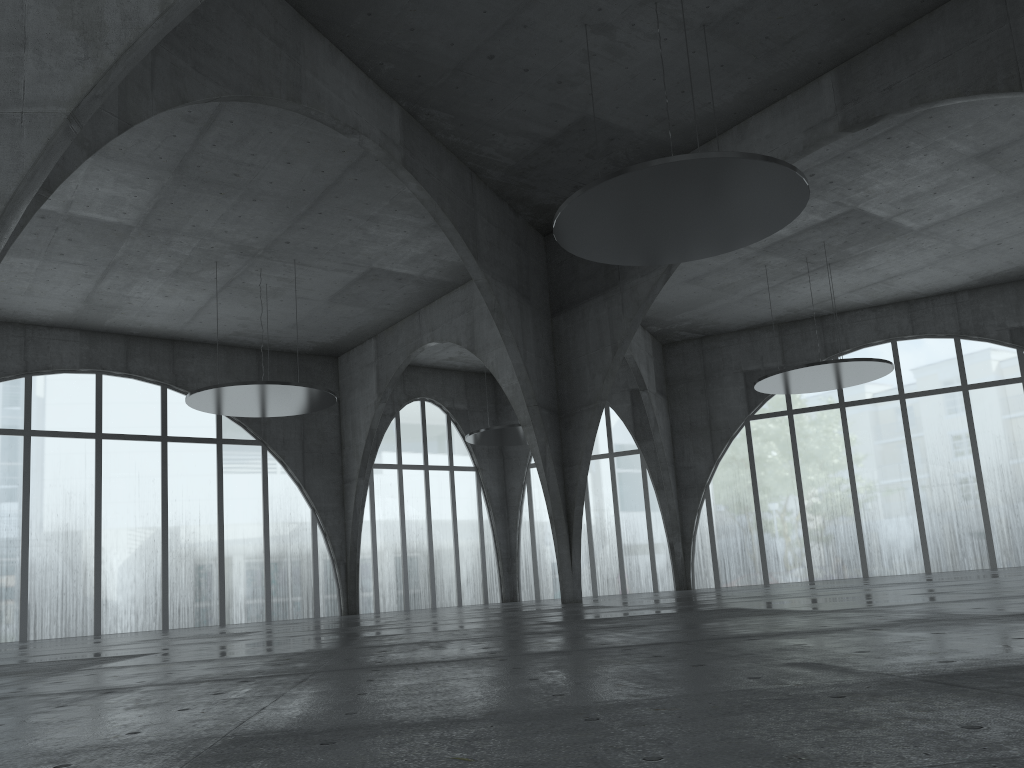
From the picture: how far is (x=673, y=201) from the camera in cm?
3450

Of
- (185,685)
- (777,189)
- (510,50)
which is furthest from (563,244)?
(185,685)
